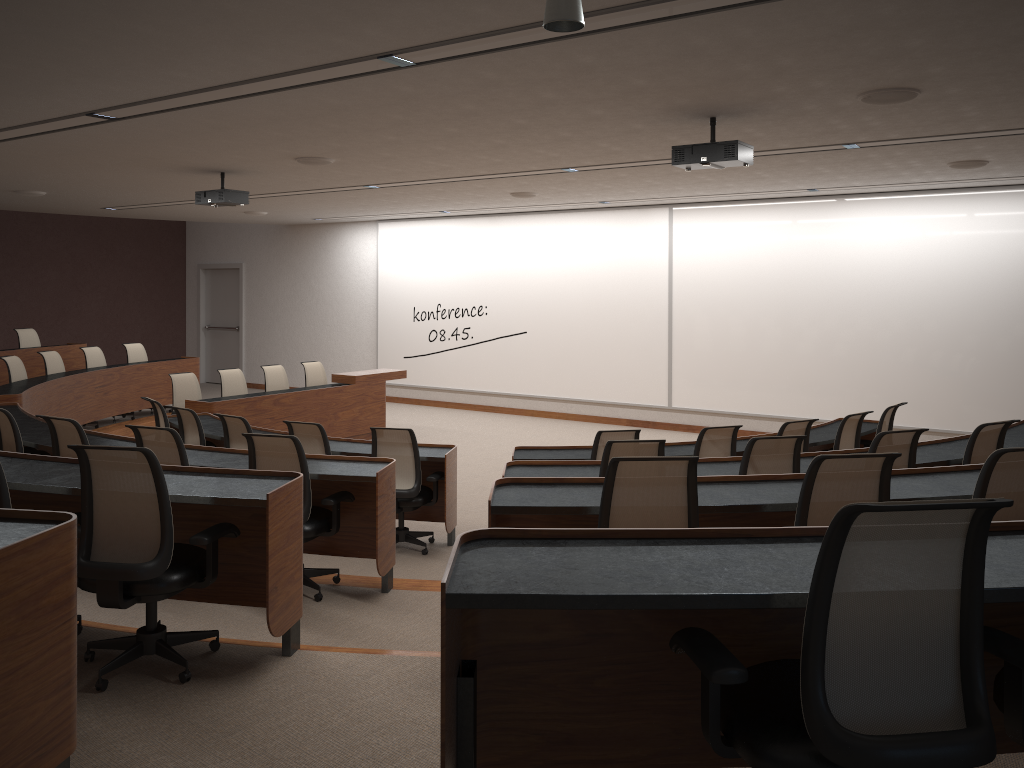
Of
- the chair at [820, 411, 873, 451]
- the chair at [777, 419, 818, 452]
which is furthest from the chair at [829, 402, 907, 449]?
the chair at [777, 419, 818, 452]

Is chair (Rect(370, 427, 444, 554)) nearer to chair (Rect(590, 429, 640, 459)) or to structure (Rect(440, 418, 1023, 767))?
structure (Rect(440, 418, 1023, 767))

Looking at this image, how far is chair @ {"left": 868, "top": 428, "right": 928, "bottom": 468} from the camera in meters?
5.0 m

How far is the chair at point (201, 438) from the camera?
7.3m

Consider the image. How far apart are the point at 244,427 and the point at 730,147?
4.1 meters

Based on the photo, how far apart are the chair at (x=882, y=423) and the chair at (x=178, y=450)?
5.63m

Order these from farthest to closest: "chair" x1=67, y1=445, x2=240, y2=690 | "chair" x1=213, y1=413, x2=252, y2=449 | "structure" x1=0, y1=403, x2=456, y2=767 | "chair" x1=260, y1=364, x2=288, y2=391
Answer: "chair" x1=260, y1=364, x2=288, y2=391
"chair" x1=213, y1=413, x2=252, y2=449
"chair" x1=67, y1=445, x2=240, y2=690
"structure" x1=0, y1=403, x2=456, y2=767

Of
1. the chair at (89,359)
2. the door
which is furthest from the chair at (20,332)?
the door

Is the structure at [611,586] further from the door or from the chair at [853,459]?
the door

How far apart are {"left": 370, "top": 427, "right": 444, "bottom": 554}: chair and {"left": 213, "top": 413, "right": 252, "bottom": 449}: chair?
1.14m
